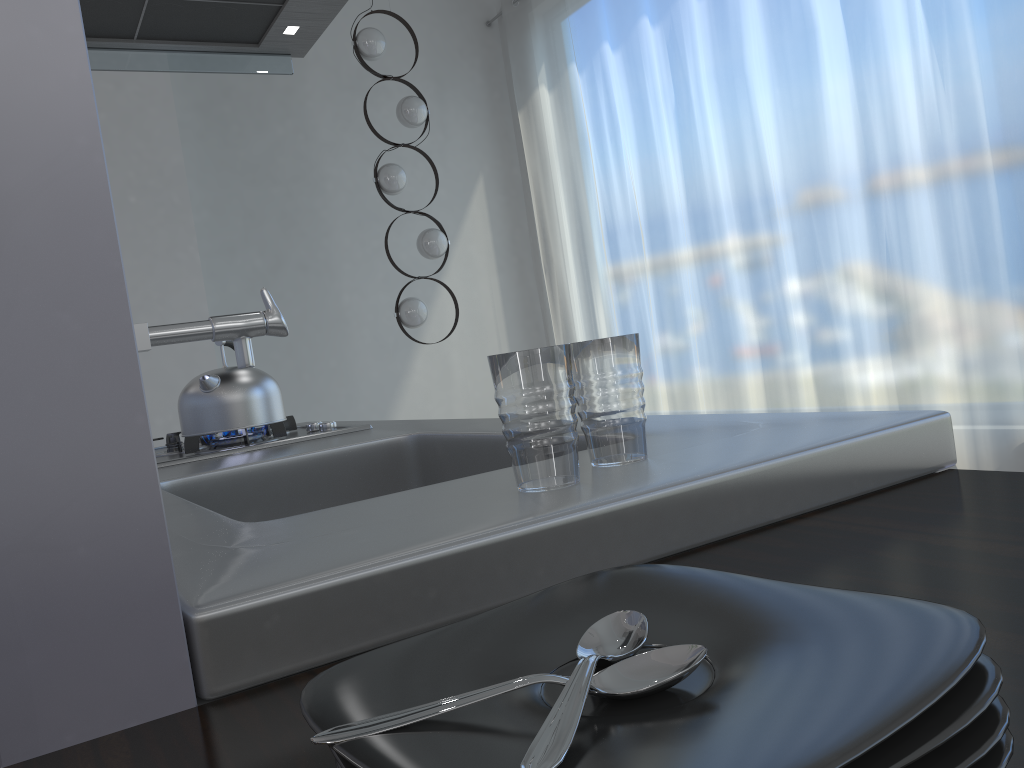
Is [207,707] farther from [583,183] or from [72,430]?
[583,183]

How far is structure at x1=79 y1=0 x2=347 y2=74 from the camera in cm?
231

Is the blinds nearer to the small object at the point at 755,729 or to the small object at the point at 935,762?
the small object at the point at 755,729

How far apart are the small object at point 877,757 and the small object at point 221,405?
1.6 meters

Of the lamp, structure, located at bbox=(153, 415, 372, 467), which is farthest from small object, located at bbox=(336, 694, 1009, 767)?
the lamp

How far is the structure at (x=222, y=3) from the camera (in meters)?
2.31

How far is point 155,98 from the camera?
3.74m

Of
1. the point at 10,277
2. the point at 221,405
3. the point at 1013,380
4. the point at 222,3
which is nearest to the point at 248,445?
the point at 221,405

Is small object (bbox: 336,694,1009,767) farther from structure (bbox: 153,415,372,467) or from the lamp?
the lamp

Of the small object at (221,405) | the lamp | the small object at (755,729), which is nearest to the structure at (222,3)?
the small object at (221,405)
